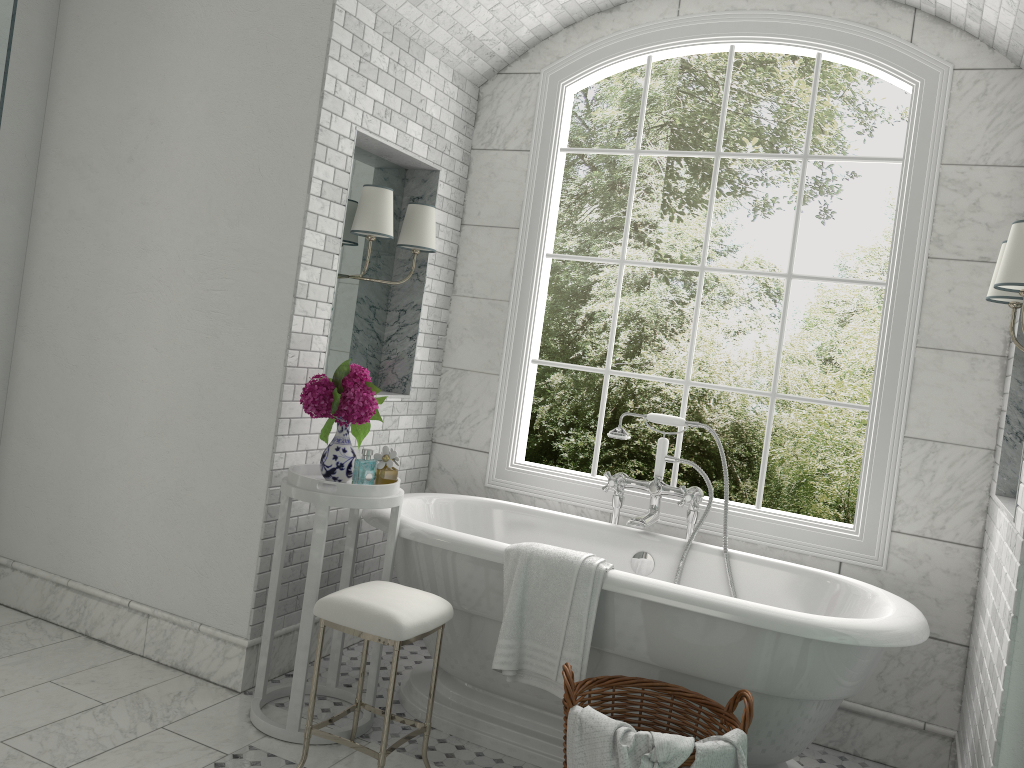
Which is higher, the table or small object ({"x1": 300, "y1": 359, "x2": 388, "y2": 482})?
small object ({"x1": 300, "y1": 359, "x2": 388, "y2": 482})

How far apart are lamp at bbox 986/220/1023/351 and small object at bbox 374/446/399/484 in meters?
2.1 m

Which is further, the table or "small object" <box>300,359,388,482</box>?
"small object" <box>300,359,388,482</box>

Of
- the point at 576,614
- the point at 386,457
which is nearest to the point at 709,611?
the point at 576,614

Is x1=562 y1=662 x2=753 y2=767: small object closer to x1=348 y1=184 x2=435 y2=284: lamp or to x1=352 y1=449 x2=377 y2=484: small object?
x1=352 y1=449 x2=377 y2=484: small object

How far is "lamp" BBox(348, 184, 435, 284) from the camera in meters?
3.6

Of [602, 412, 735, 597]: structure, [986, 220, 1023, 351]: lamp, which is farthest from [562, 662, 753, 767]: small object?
[986, 220, 1023, 351]: lamp

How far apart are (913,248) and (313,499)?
2.6 meters

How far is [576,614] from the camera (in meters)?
2.94

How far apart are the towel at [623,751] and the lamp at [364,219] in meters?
2.1 m
